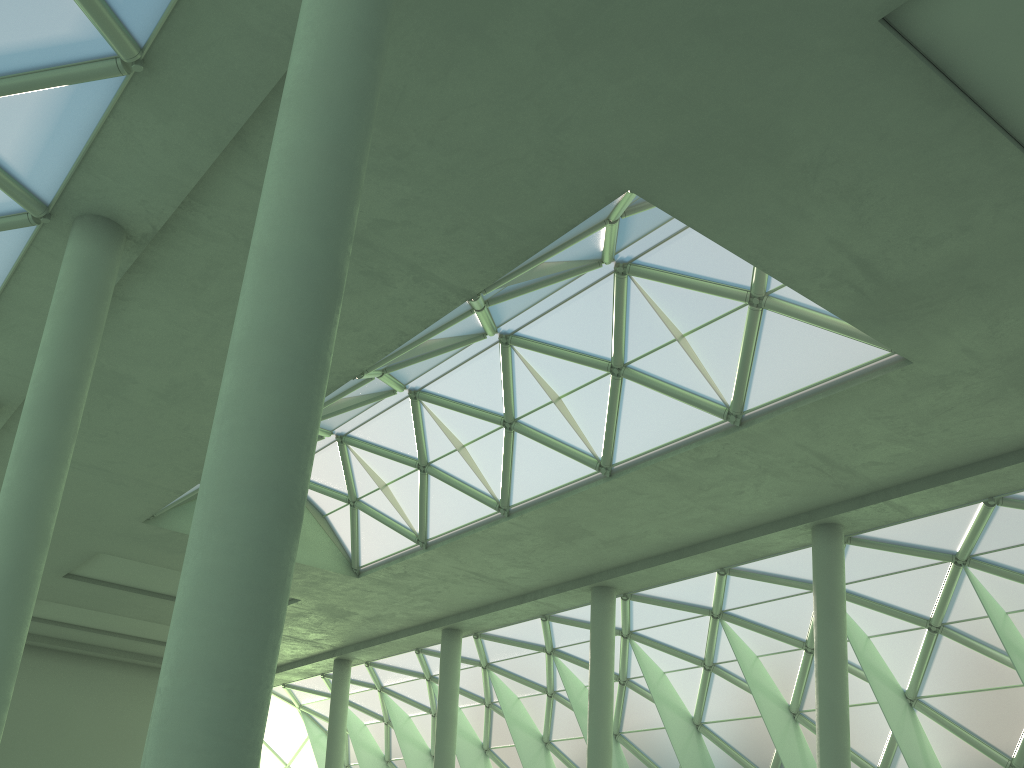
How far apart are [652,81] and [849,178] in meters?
4.7 m

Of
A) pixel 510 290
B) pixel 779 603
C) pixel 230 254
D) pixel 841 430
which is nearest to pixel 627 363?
pixel 510 290
